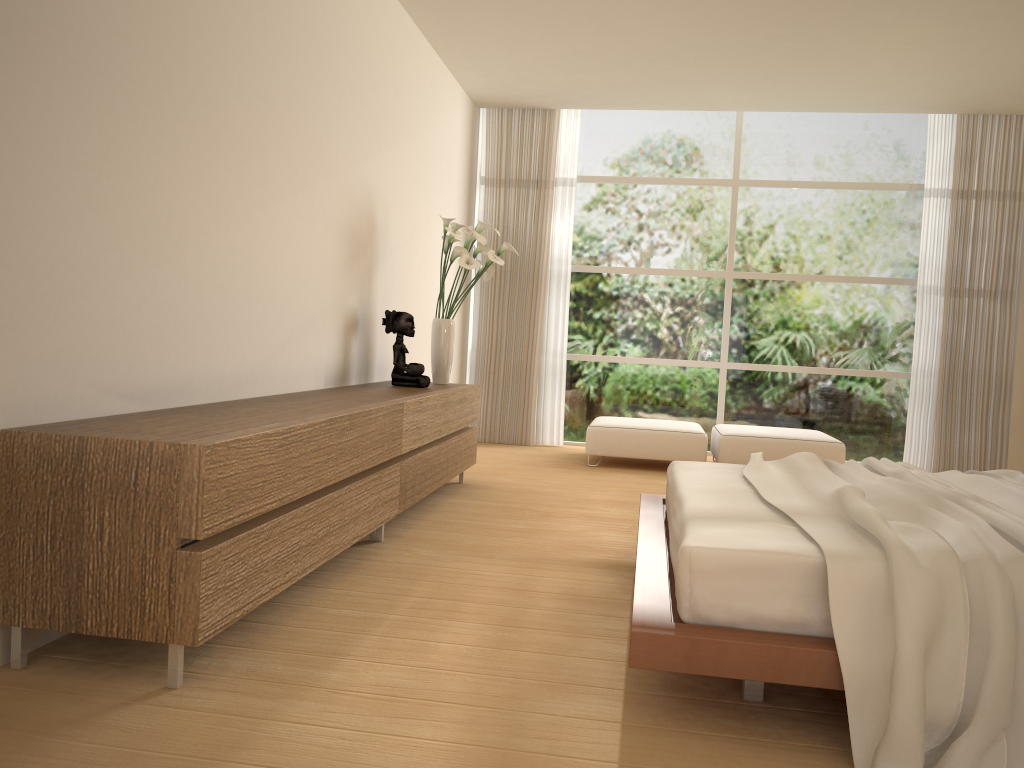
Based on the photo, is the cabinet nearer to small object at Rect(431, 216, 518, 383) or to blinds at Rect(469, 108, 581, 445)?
small object at Rect(431, 216, 518, 383)

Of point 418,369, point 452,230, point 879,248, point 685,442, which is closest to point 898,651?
point 418,369

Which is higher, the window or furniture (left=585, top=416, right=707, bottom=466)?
the window

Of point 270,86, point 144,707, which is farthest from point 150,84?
point 144,707

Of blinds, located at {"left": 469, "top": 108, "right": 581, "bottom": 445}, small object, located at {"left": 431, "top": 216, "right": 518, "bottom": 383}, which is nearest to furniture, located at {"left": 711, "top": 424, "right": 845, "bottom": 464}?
blinds, located at {"left": 469, "top": 108, "right": 581, "bottom": 445}

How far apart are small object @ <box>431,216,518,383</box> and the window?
2.5m

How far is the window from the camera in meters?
8.0 m

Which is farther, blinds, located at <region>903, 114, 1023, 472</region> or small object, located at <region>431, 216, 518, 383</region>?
blinds, located at <region>903, 114, 1023, 472</region>

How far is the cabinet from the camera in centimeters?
231cm

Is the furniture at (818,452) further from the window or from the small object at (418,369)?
the small object at (418,369)
